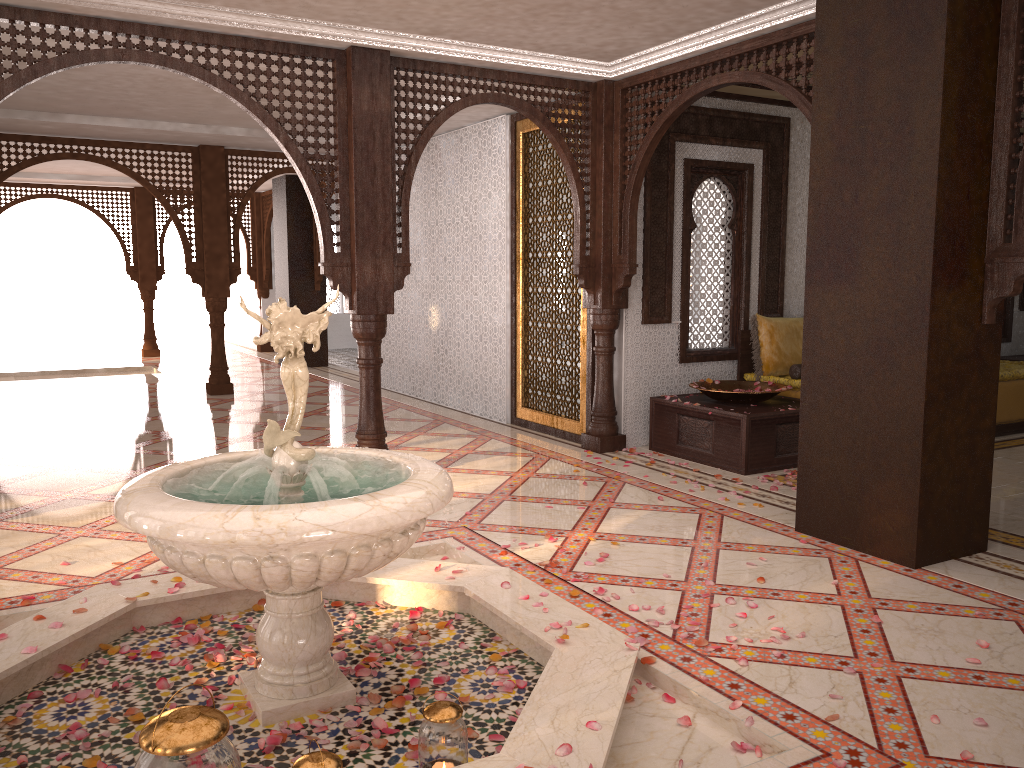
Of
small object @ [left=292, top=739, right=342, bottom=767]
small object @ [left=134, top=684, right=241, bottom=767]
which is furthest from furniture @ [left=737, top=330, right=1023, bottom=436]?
small object @ [left=134, top=684, right=241, bottom=767]

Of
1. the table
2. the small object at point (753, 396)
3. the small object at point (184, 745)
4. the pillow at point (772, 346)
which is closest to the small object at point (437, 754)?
the small object at point (184, 745)

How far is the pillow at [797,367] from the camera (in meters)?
7.15

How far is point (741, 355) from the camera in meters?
7.4

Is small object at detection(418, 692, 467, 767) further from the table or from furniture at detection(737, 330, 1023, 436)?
furniture at detection(737, 330, 1023, 436)

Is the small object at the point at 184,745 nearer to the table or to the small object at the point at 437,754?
the small object at the point at 437,754

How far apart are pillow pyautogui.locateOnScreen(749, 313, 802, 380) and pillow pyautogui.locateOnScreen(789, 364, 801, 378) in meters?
0.1

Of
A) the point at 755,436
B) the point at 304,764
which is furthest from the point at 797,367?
the point at 304,764

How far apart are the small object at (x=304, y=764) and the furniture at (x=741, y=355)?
5.6 meters

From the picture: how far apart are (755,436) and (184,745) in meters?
4.9
